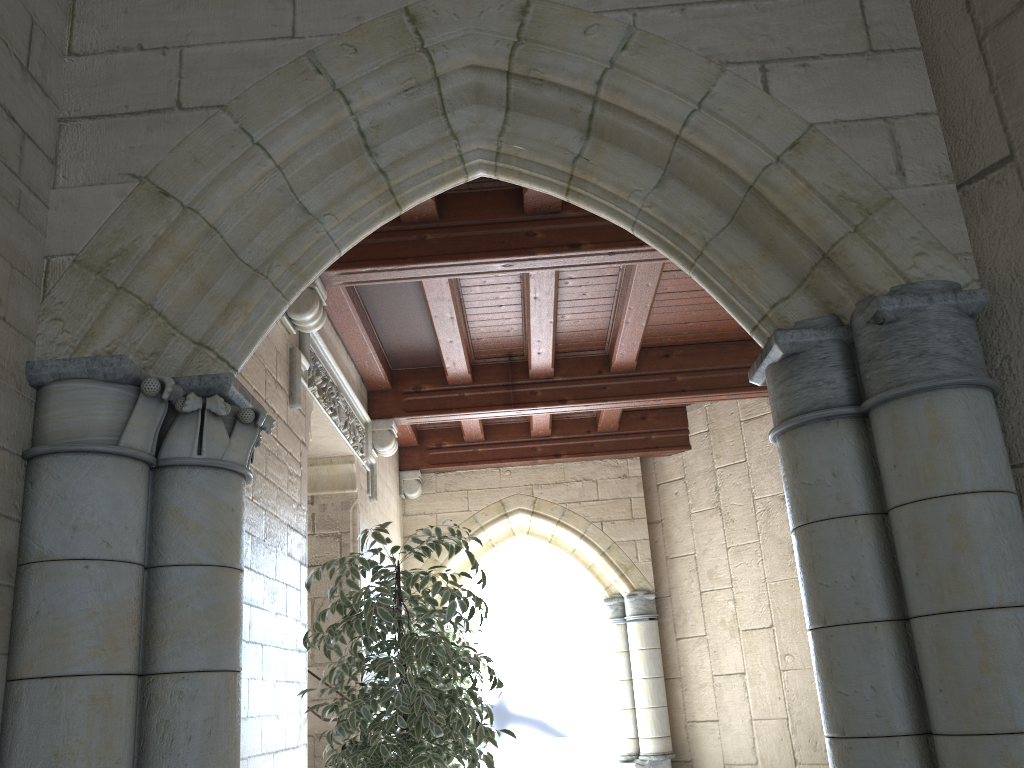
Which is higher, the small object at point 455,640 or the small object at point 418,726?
the small object at point 455,640

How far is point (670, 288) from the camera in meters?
5.6

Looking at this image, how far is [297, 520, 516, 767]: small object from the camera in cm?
290

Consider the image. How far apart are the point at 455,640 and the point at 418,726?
3.5m

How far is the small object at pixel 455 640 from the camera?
6.3 meters

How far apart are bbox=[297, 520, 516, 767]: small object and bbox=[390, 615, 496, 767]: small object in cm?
284

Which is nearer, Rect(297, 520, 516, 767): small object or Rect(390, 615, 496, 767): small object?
Rect(297, 520, 516, 767): small object

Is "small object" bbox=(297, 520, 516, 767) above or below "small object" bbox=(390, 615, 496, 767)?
below

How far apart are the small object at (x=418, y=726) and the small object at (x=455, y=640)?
2.8m

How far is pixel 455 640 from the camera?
6.3m
